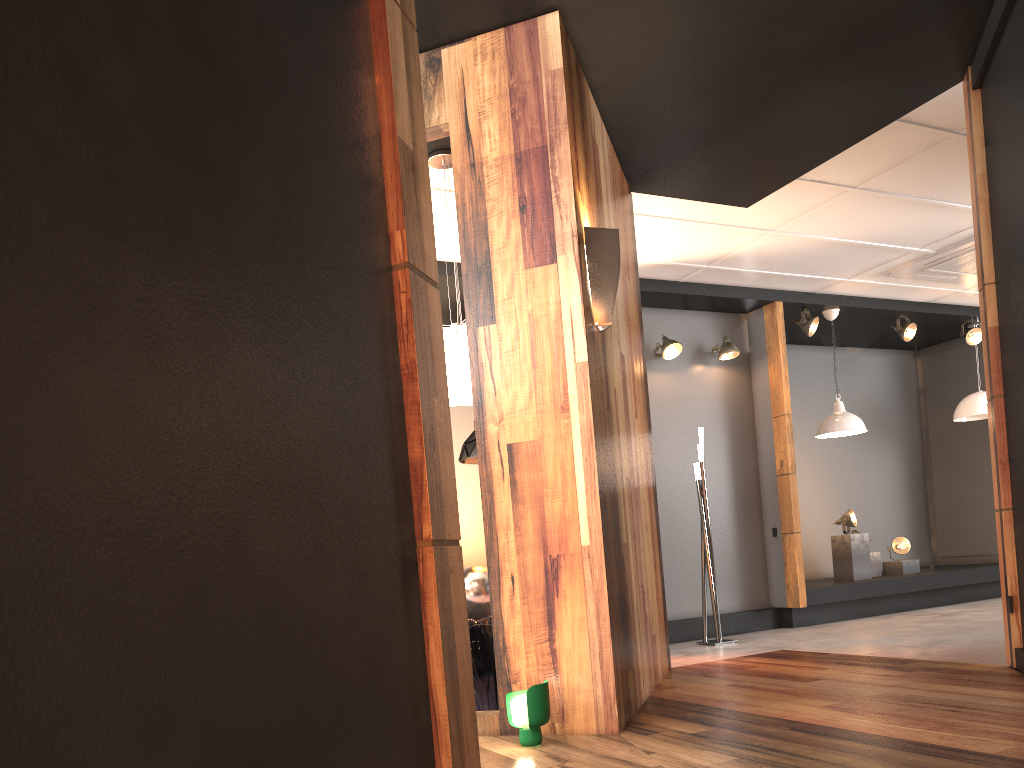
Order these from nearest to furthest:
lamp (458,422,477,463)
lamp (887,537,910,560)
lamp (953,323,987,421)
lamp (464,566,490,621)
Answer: lamp (464,566,490,621) → lamp (458,422,477,463) → lamp (887,537,910,560) → lamp (953,323,987,421)

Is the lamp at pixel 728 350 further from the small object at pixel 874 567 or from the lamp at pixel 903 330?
the small object at pixel 874 567

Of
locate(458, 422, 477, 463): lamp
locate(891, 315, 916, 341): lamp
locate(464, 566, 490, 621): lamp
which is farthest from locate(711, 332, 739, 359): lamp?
locate(464, 566, 490, 621): lamp

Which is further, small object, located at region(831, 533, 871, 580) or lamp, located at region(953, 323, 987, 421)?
lamp, located at region(953, 323, 987, 421)

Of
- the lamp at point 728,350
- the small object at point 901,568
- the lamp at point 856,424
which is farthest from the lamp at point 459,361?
the small object at point 901,568

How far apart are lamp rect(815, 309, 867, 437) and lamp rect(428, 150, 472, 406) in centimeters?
464cm

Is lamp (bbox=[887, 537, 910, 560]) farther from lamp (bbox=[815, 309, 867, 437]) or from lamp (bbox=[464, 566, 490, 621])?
lamp (bbox=[464, 566, 490, 621])

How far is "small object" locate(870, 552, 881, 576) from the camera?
8.7m

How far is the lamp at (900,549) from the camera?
8.76m

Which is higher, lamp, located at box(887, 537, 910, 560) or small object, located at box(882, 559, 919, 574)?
lamp, located at box(887, 537, 910, 560)
